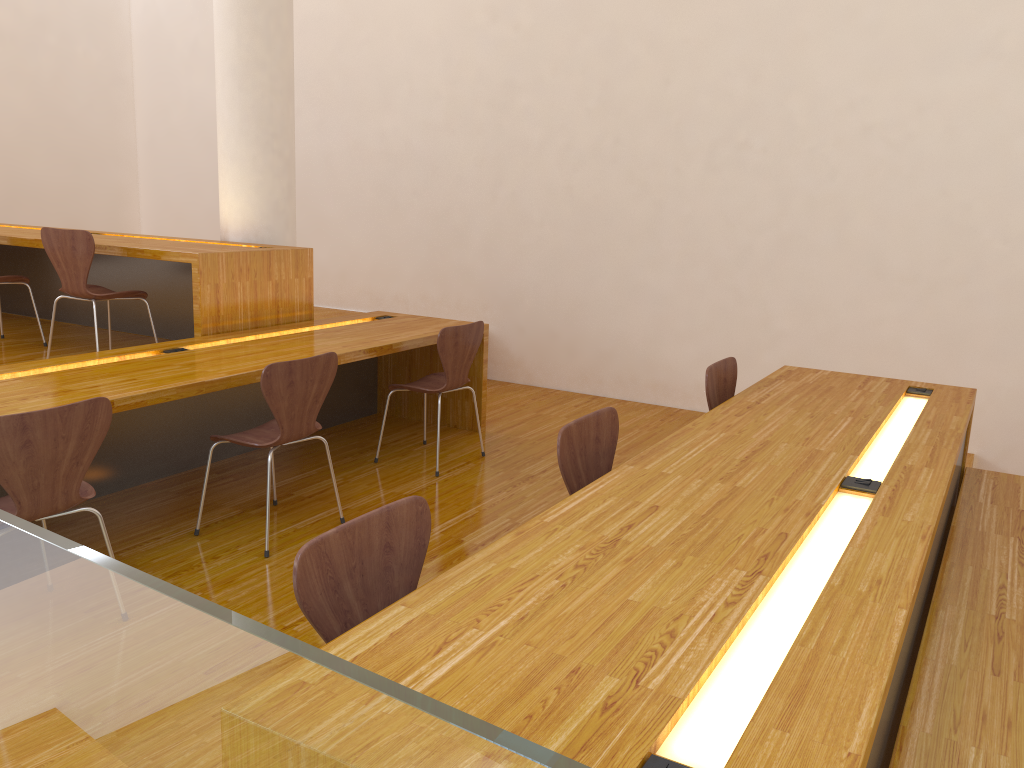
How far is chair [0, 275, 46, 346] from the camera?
4.7 meters

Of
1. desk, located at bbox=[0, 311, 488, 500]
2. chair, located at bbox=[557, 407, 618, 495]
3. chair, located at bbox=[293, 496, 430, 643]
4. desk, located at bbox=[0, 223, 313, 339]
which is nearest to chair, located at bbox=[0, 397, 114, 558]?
desk, located at bbox=[0, 311, 488, 500]

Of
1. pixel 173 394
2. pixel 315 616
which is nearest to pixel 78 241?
pixel 173 394

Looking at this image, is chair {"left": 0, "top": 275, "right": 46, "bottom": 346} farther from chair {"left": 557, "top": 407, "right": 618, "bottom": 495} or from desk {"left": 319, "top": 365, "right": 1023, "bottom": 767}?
desk {"left": 319, "top": 365, "right": 1023, "bottom": 767}

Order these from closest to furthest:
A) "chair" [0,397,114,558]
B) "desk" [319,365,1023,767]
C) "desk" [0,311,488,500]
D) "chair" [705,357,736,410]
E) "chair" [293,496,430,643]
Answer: "desk" [319,365,1023,767] → "chair" [293,496,430,643] → "chair" [0,397,114,558] → "desk" [0,311,488,500] → "chair" [705,357,736,410]

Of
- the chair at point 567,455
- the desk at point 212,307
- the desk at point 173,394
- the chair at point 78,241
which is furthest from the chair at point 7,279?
the chair at point 567,455

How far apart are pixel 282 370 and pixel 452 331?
1.1m

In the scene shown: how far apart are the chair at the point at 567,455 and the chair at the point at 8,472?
1.3m

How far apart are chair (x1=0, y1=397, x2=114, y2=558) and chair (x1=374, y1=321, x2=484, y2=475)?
1.7m

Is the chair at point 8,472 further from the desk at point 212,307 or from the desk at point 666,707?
the desk at point 212,307
